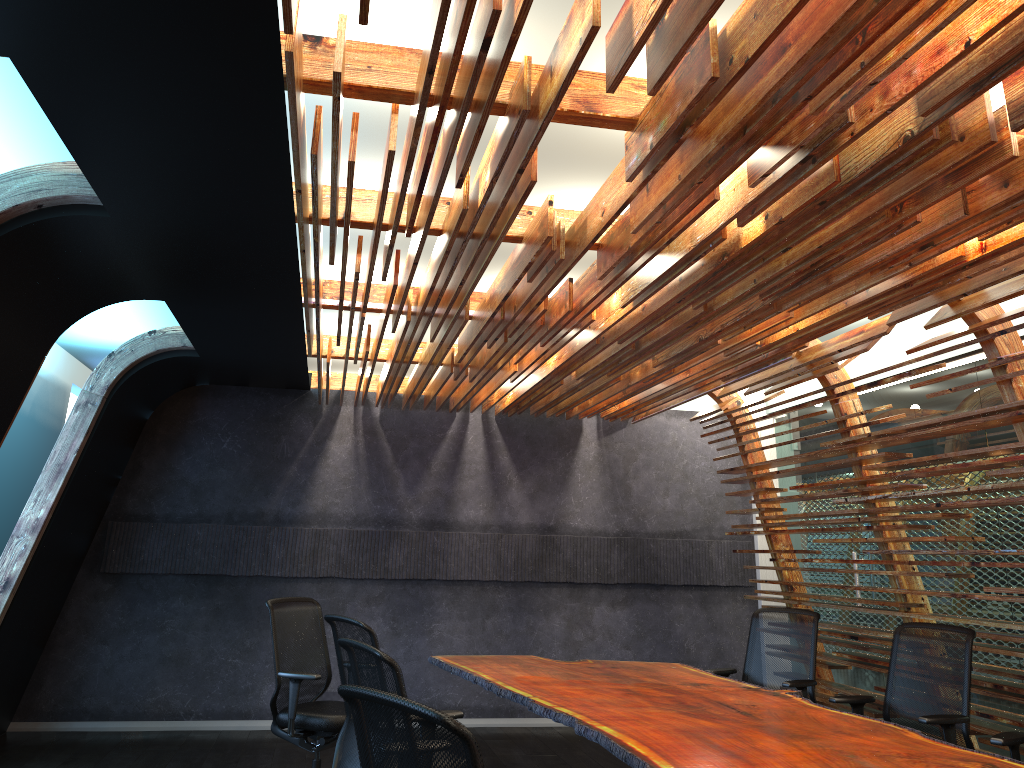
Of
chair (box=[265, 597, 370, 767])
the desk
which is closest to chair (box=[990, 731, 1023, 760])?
the desk

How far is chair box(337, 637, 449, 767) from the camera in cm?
315

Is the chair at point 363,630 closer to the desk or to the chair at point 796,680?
the desk

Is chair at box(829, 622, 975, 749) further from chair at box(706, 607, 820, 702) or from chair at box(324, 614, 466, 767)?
chair at box(324, 614, 466, 767)

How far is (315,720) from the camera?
5.7 meters

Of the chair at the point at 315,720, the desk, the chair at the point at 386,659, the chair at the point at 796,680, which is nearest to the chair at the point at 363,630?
the desk

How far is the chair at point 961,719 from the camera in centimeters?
469cm

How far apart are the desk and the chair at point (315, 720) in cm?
77

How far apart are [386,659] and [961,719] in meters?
3.3 m

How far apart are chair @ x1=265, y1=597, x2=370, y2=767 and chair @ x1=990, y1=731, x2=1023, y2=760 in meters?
3.7
